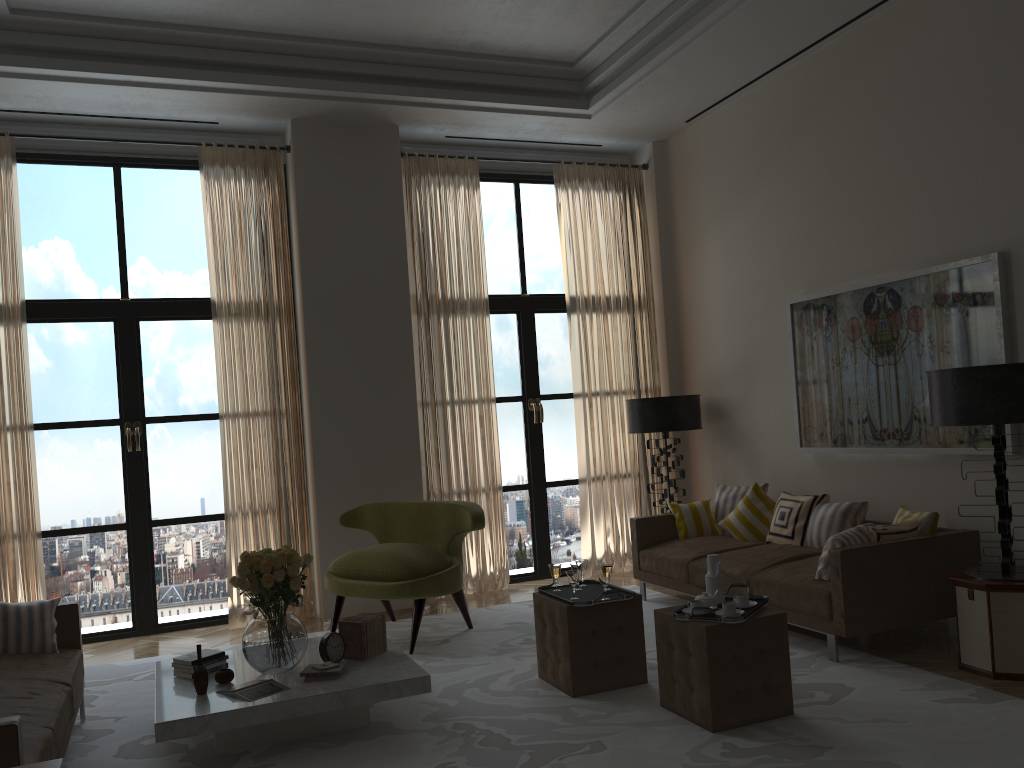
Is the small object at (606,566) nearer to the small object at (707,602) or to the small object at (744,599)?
the small object at (707,602)

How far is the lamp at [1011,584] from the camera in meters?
5.6

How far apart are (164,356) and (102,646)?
2.84m

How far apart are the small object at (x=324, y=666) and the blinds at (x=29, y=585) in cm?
396

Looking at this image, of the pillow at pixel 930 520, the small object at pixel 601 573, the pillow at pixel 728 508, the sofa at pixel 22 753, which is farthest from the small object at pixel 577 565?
the sofa at pixel 22 753

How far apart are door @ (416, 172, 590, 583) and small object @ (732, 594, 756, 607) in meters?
5.0 m

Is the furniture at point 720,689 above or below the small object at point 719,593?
below

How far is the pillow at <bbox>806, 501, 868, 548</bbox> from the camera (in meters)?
7.46

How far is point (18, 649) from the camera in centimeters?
566cm

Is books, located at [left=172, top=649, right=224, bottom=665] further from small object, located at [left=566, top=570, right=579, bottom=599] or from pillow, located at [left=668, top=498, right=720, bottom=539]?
pillow, located at [left=668, top=498, right=720, bottom=539]
